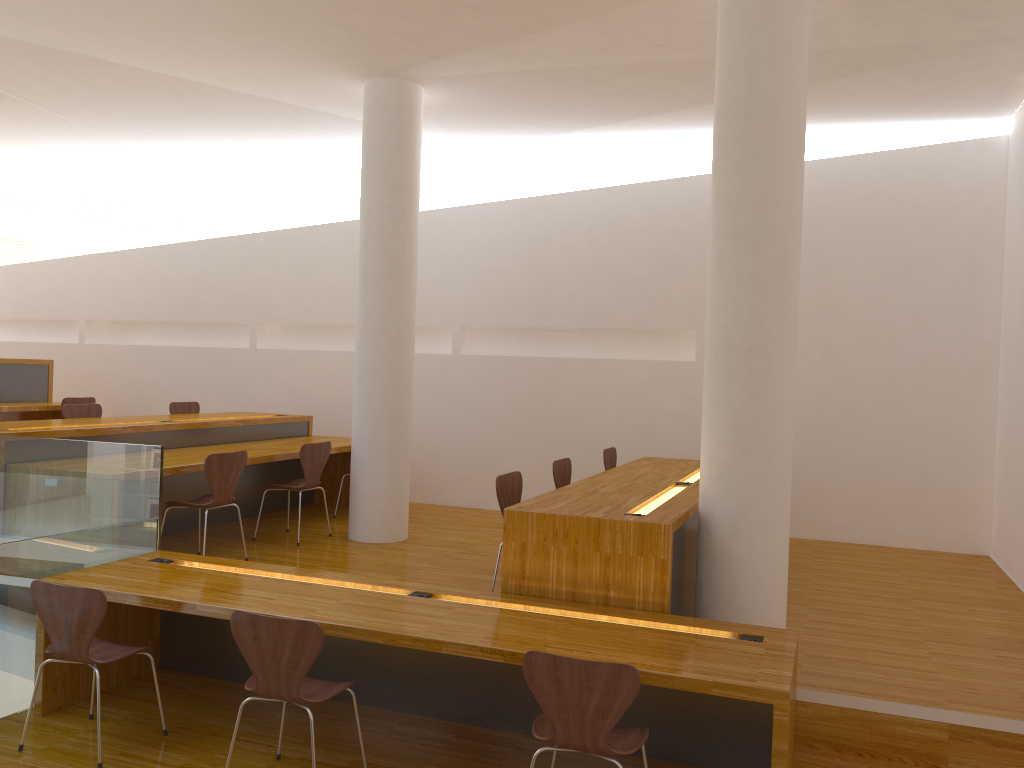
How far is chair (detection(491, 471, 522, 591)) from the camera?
4.6m

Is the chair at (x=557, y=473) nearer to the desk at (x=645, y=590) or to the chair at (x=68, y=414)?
the desk at (x=645, y=590)

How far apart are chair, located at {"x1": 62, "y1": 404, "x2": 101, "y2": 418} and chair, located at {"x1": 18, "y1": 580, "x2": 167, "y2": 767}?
3.5m

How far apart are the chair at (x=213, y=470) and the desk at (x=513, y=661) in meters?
0.7 m

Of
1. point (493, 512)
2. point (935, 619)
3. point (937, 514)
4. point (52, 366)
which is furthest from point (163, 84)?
point (937, 514)

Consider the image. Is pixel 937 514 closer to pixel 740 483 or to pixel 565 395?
pixel 565 395

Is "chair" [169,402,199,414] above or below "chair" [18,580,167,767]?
above

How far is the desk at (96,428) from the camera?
5.6m

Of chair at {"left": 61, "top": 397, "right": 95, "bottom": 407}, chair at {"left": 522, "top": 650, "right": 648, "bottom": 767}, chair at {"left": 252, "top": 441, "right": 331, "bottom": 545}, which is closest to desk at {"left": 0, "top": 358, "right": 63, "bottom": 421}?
chair at {"left": 61, "top": 397, "right": 95, "bottom": 407}

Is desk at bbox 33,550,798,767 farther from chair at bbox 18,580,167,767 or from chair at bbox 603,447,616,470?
chair at bbox 603,447,616,470
